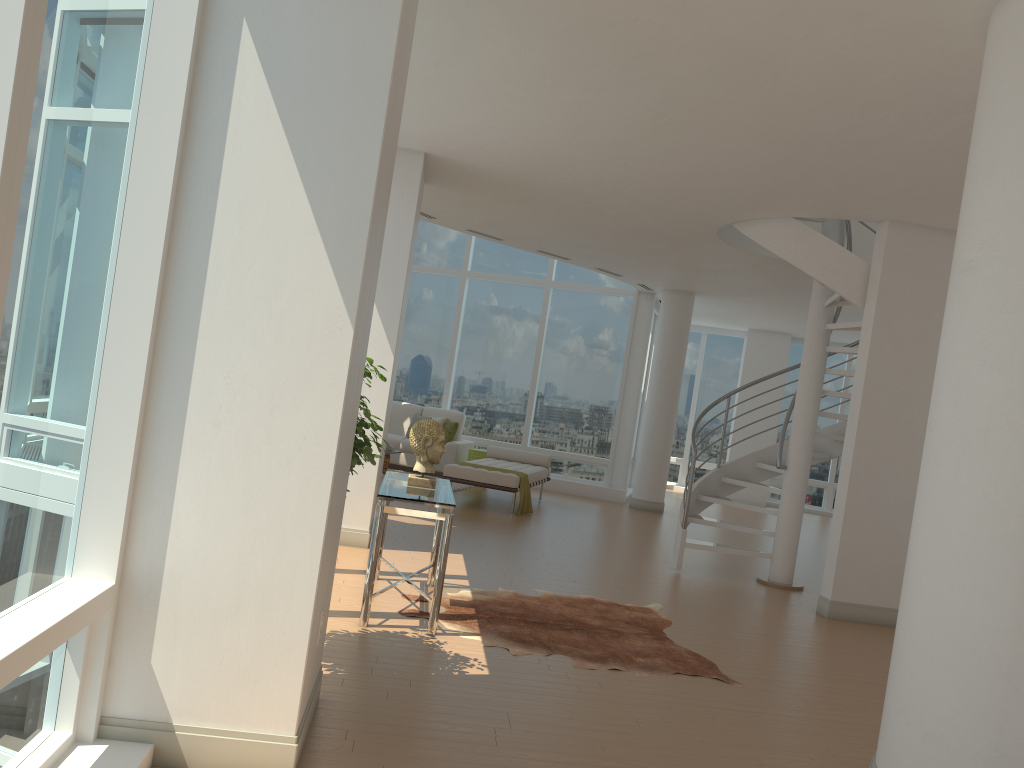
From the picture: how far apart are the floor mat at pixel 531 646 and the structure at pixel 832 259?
1.8m

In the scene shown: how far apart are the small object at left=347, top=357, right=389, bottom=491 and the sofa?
8.99m

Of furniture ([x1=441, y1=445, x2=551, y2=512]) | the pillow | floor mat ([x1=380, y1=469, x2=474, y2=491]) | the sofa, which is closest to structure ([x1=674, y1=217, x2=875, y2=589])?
furniture ([x1=441, y1=445, x2=551, y2=512])

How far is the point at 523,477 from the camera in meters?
11.0

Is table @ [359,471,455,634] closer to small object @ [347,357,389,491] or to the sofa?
small object @ [347,357,389,491]

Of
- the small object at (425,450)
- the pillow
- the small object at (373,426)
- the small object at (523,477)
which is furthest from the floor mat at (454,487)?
the small object at (373,426)

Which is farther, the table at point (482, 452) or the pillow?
the pillow

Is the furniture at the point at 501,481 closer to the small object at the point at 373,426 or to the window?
the window

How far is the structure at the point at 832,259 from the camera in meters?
7.7

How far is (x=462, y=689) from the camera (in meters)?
4.37
